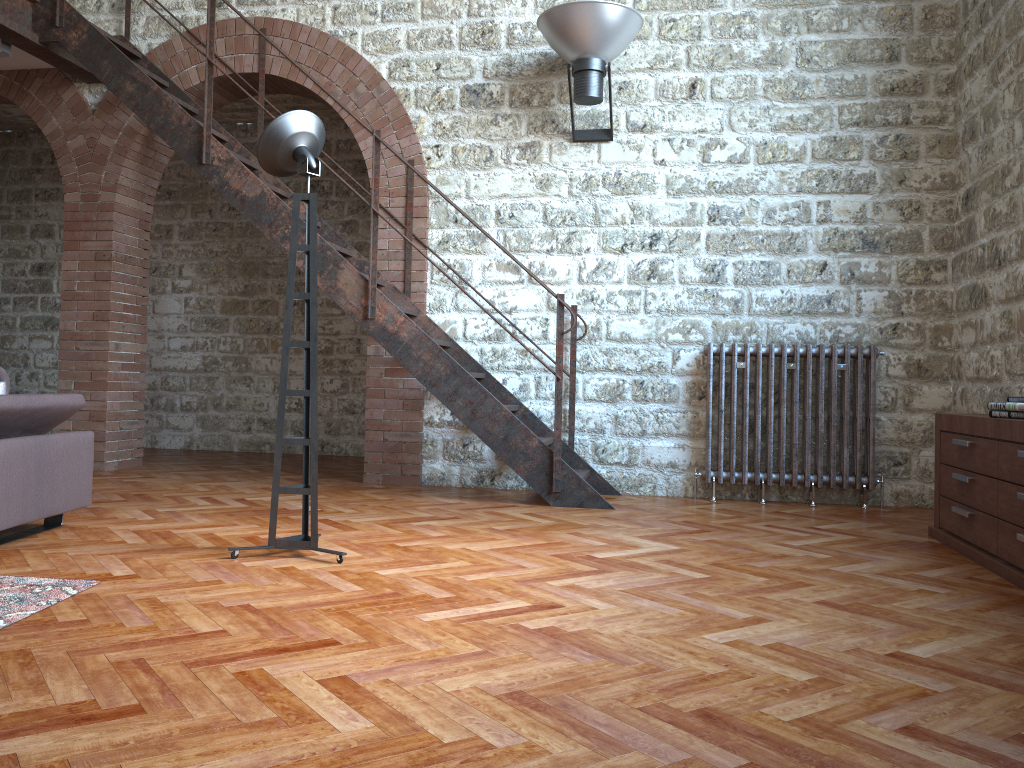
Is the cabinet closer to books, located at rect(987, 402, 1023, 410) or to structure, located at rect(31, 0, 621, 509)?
books, located at rect(987, 402, 1023, 410)

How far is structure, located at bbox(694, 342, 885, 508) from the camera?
5.30m

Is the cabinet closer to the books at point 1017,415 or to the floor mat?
the books at point 1017,415

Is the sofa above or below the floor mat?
above

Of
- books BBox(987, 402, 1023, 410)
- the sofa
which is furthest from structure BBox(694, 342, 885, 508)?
the sofa

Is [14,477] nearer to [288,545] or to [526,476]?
[288,545]

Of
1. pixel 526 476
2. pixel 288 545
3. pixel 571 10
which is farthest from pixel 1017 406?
pixel 571 10

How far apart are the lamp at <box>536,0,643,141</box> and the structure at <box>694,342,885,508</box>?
1.5m

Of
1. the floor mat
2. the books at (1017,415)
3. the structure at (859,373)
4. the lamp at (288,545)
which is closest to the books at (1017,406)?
the books at (1017,415)

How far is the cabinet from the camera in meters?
3.3 m
